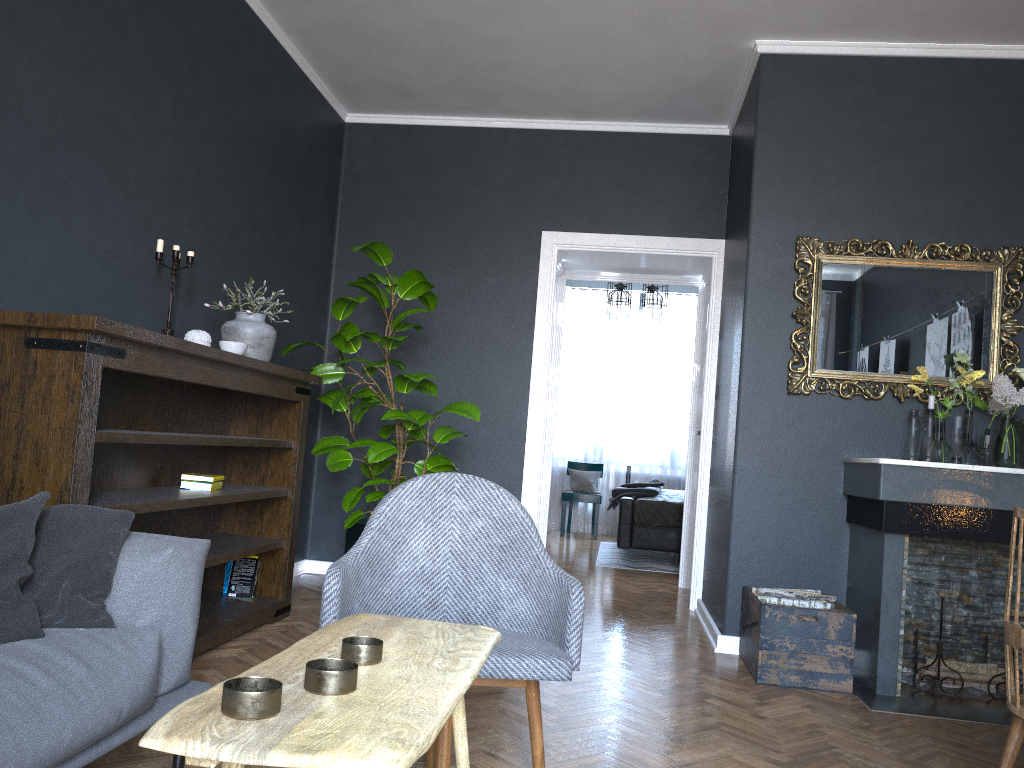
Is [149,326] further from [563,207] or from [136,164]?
[563,207]

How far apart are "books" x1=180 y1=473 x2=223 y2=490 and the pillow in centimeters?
153cm

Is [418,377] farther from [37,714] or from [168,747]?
[168,747]

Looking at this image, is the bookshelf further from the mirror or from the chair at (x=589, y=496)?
the chair at (x=589, y=496)

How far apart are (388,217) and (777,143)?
2.5m

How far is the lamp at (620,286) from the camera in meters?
8.1 m

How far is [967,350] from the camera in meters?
4.2 m

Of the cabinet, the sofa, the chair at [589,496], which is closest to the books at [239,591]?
the cabinet

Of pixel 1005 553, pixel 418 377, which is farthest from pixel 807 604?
pixel 418 377

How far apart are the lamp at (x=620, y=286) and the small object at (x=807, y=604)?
4.4m
